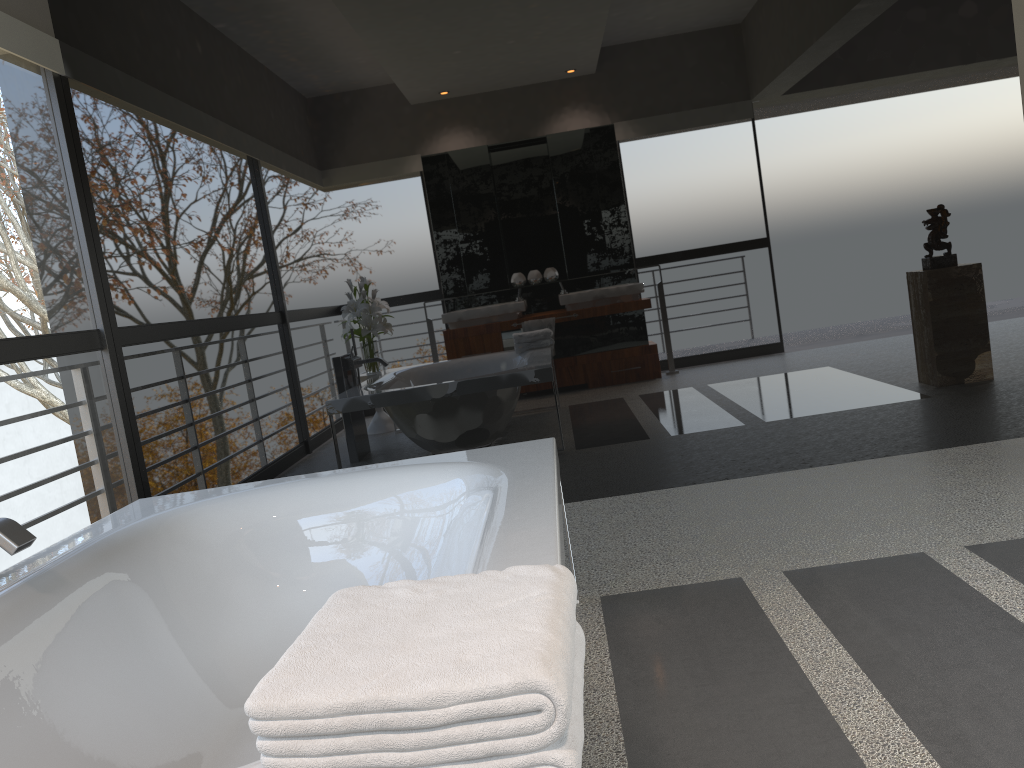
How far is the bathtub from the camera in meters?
1.8 m

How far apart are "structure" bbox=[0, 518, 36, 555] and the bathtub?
0.1m

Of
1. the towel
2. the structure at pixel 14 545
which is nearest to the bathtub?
the structure at pixel 14 545

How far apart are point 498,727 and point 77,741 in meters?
1.4

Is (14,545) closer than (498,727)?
No

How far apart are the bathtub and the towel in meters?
0.4 m

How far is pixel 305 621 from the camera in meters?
2.5 m

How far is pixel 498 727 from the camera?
0.8 meters

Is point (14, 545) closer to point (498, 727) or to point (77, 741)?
point (77, 741)

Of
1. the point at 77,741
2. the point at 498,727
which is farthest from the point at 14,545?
the point at 498,727
